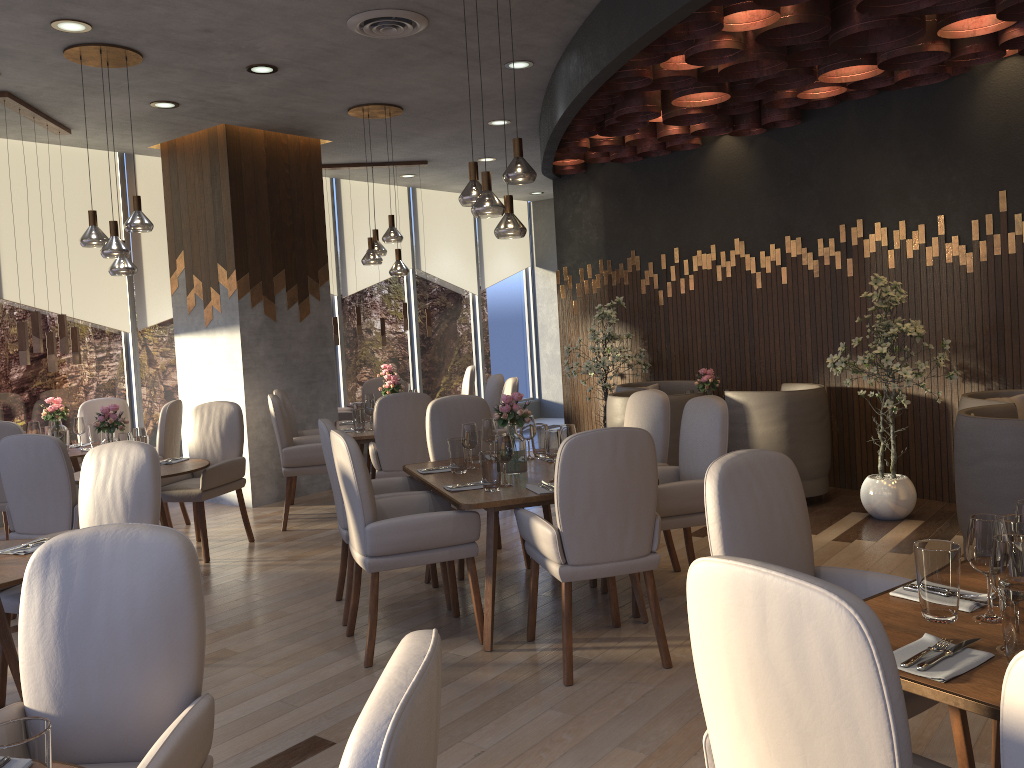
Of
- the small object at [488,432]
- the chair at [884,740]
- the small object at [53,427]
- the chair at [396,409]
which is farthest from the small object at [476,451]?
the small object at [53,427]

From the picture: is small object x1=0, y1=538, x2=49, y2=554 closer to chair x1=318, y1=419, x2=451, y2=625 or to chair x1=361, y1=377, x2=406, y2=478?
chair x1=318, y1=419, x2=451, y2=625

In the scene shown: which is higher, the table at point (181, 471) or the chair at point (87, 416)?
the chair at point (87, 416)

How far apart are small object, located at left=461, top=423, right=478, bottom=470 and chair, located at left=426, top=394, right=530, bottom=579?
0.8 meters

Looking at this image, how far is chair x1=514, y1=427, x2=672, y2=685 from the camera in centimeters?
345cm

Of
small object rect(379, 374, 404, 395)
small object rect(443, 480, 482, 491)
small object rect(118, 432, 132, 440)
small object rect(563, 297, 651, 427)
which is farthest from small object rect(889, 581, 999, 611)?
small object rect(563, 297, 651, 427)

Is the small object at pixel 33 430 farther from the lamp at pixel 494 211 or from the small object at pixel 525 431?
the lamp at pixel 494 211

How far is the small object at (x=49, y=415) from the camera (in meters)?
6.62

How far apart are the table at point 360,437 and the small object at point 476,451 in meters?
1.8 m

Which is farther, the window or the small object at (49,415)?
the window
